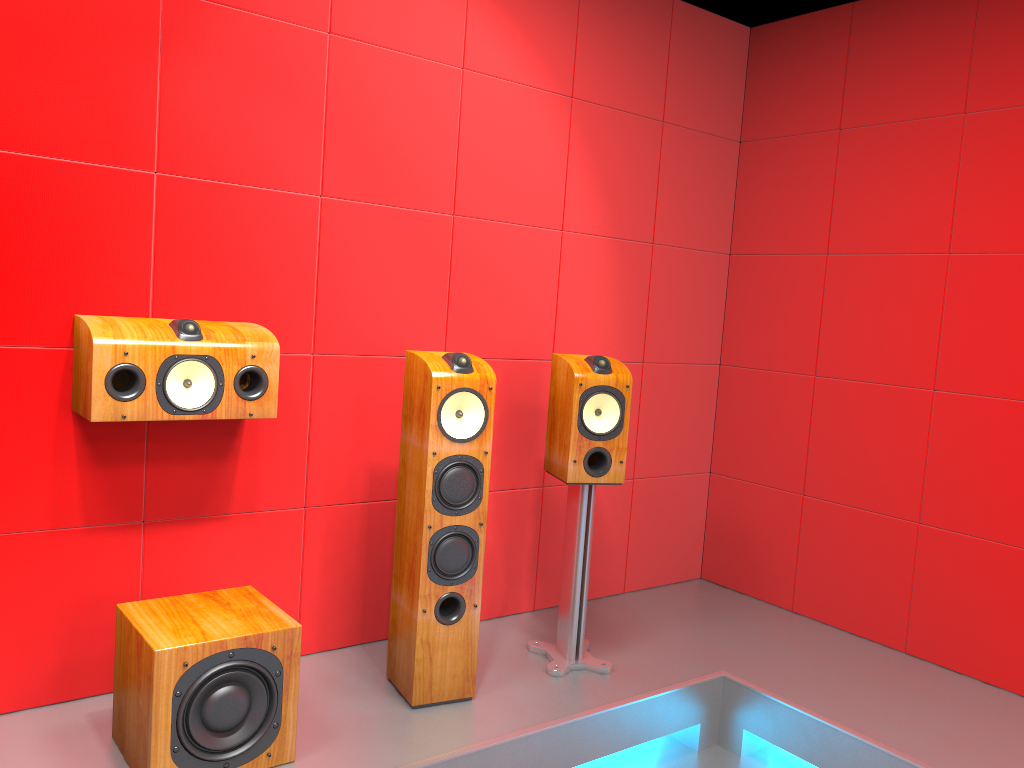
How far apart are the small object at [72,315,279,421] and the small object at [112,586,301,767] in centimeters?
48cm

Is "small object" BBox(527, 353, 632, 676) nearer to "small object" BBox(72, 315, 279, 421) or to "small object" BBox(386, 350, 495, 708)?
"small object" BBox(386, 350, 495, 708)

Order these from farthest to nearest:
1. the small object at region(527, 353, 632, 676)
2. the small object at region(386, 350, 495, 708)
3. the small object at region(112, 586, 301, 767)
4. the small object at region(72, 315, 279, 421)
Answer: the small object at region(527, 353, 632, 676) < the small object at region(386, 350, 495, 708) < the small object at region(72, 315, 279, 421) < the small object at region(112, 586, 301, 767)

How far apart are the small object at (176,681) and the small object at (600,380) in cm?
94

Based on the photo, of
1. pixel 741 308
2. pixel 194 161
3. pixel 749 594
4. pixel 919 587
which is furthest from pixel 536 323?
pixel 919 587

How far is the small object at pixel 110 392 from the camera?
2.26m

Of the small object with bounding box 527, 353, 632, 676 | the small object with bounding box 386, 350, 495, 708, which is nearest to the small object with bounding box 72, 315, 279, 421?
the small object with bounding box 386, 350, 495, 708

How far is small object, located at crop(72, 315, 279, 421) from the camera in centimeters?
226cm

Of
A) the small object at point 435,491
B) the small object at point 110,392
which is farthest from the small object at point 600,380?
the small object at point 110,392

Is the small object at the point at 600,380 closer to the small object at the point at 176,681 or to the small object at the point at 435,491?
the small object at the point at 435,491
